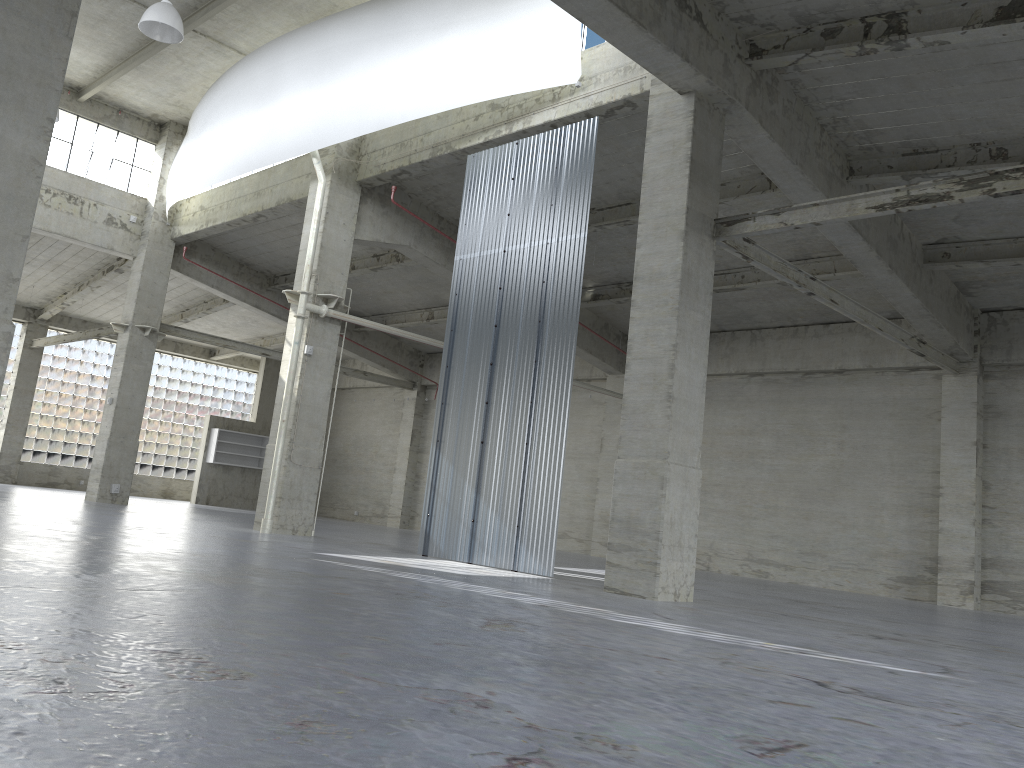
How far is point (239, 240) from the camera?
35.8m

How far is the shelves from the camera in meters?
46.9 m

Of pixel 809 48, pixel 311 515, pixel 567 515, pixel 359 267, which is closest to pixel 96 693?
pixel 809 48

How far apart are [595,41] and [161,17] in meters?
11.0

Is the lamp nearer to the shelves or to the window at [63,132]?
the window at [63,132]

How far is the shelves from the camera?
46.9 meters

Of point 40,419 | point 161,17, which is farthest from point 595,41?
point 40,419

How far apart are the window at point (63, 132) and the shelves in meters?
15.3 m

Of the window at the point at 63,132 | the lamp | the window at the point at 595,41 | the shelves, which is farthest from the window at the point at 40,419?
the window at the point at 595,41

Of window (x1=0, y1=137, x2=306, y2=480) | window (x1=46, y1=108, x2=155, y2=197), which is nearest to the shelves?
window (x1=0, y1=137, x2=306, y2=480)
